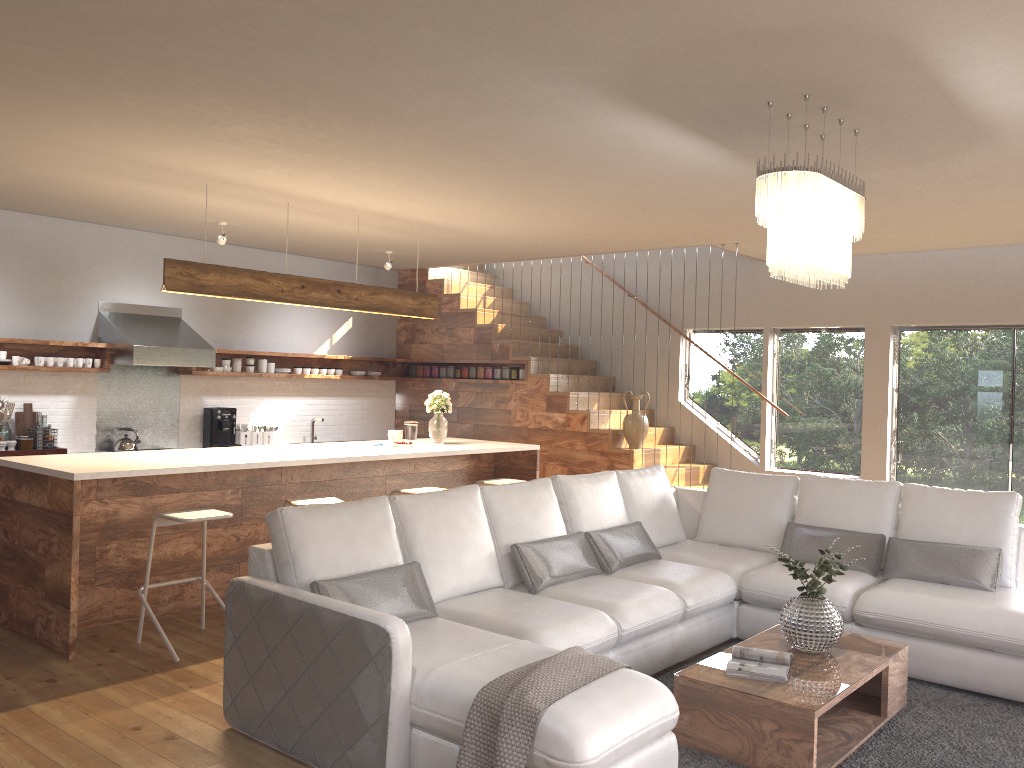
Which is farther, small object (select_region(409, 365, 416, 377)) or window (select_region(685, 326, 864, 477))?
small object (select_region(409, 365, 416, 377))

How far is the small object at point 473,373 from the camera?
9.90m

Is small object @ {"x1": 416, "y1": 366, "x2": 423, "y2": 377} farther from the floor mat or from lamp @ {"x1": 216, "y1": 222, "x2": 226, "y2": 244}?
the floor mat

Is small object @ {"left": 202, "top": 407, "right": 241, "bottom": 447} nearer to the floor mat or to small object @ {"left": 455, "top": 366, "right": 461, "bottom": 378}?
small object @ {"left": 455, "top": 366, "right": 461, "bottom": 378}

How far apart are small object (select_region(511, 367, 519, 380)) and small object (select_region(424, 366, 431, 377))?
1.3m

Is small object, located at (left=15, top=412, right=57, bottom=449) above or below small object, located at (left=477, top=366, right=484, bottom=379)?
below

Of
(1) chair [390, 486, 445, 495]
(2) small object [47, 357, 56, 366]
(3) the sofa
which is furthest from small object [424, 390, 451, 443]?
(2) small object [47, 357, 56, 366]

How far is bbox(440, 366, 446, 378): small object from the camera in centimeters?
1020cm

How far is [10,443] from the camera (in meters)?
7.00

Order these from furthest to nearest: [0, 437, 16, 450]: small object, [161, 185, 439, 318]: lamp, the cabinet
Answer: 1. [0, 437, 16, 450]: small object
2. [161, 185, 439, 318]: lamp
3. the cabinet
